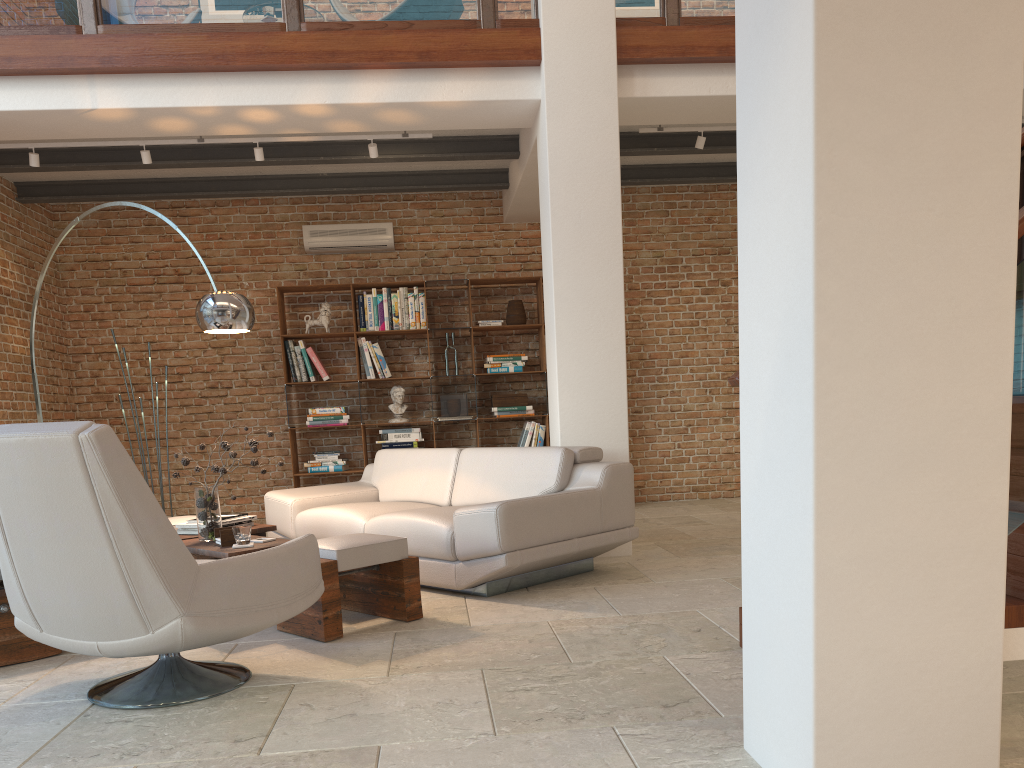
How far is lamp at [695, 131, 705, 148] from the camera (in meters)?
6.52

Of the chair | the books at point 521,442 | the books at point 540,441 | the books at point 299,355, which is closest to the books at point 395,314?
the books at point 299,355

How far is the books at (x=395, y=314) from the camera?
8.2 meters

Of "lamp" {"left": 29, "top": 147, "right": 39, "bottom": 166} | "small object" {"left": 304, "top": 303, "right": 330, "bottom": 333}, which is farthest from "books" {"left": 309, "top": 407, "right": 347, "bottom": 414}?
"lamp" {"left": 29, "top": 147, "right": 39, "bottom": 166}

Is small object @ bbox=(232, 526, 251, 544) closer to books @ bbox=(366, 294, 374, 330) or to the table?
the table

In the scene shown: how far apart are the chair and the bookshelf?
4.74m

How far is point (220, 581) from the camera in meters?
2.9

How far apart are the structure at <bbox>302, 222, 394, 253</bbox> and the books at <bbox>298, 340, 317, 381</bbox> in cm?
91

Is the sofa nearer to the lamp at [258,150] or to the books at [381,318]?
the books at [381,318]

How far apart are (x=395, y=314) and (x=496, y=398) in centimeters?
123cm
